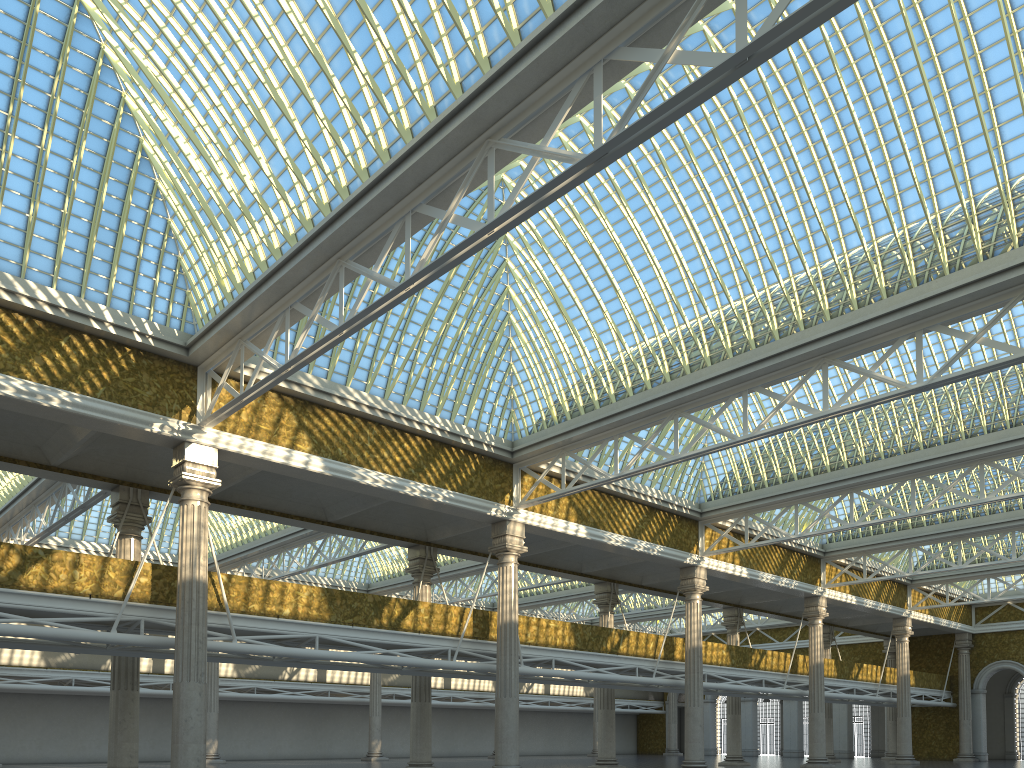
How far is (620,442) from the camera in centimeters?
3305cm

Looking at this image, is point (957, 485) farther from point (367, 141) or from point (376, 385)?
point (367, 141)
